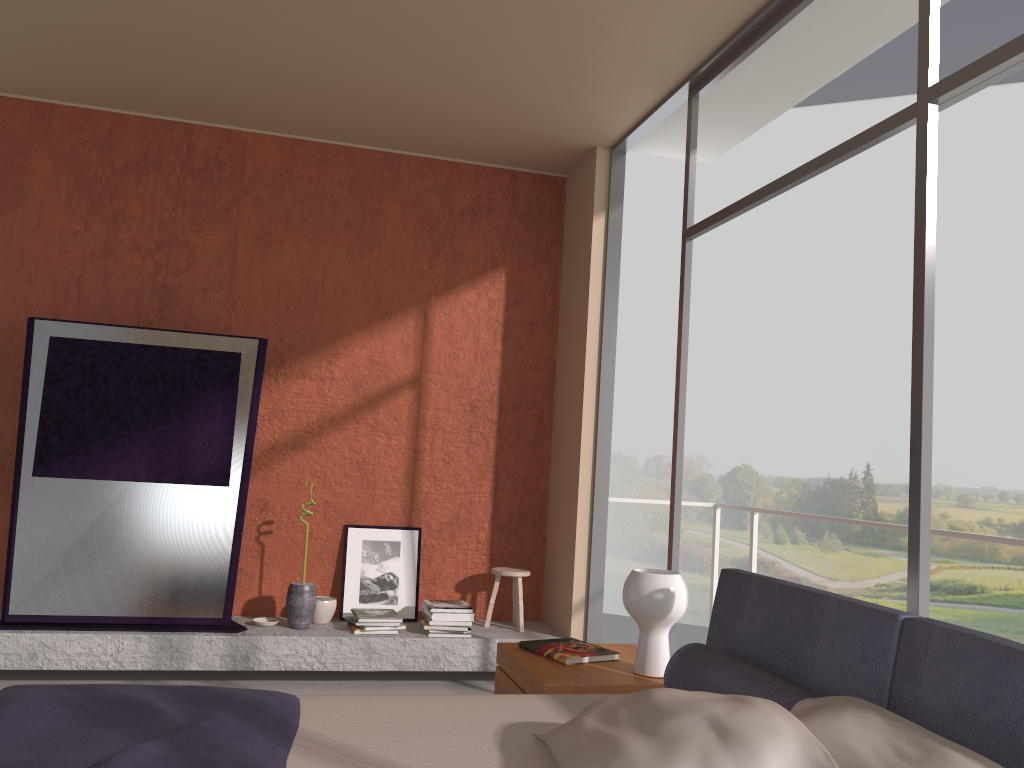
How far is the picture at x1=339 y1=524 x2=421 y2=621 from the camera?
5.2m

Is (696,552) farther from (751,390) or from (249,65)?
(249,65)

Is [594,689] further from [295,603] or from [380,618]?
[295,603]

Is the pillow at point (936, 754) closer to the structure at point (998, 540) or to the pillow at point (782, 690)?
the pillow at point (782, 690)

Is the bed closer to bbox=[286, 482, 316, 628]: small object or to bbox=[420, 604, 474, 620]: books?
bbox=[420, 604, 474, 620]: books

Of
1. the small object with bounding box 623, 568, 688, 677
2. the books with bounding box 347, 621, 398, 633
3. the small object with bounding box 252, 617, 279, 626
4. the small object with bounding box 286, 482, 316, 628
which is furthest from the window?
the small object with bounding box 252, 617, 279, 626

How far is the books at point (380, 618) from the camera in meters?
4.9

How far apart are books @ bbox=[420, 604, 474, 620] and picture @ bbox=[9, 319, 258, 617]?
1.1m

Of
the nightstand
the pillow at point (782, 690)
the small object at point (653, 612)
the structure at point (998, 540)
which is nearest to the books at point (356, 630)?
the nightstand

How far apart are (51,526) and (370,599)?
1.76m
